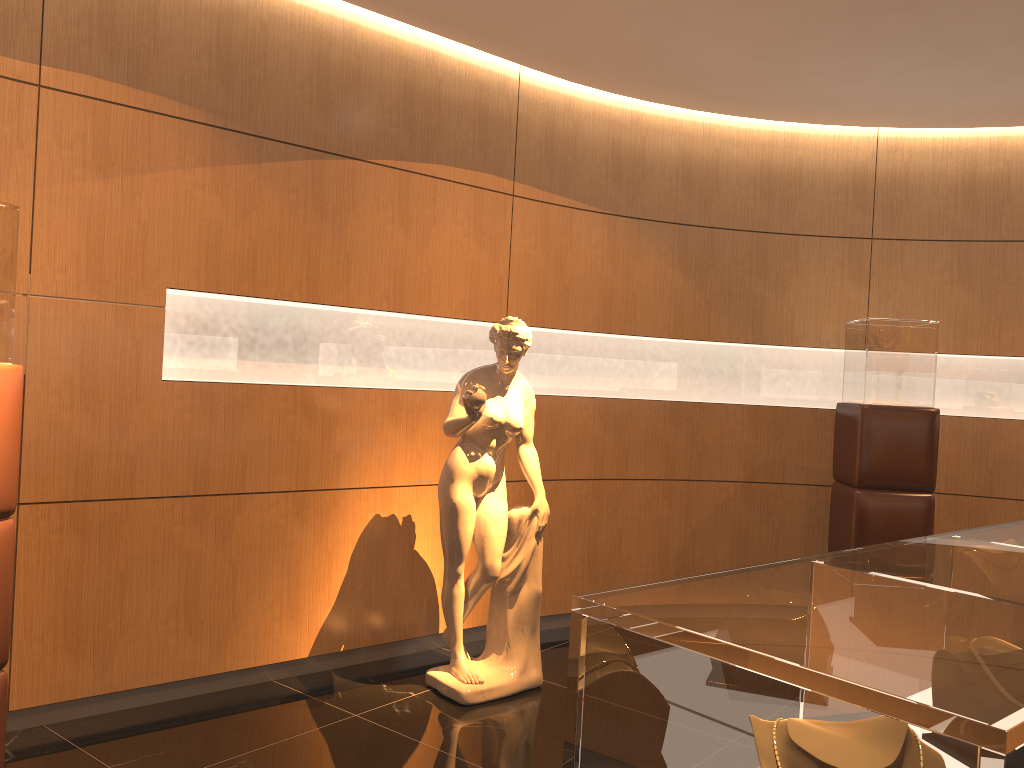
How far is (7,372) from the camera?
2.8 meters

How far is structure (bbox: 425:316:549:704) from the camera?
4.2 meters

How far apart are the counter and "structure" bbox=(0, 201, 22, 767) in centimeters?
221cm

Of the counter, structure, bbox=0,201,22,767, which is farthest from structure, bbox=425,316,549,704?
the counter

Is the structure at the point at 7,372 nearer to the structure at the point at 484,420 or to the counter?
the structure at the point at 484,420

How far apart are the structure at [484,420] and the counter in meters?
2.2 m

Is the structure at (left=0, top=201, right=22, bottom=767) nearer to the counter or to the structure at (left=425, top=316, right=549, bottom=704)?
the structure at (left=425, top=316, right=549, bottom=704)

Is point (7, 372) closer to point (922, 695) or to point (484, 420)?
point (484, 420)

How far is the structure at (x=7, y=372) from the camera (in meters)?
2.76

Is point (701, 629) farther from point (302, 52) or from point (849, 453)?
point (849, 453)
